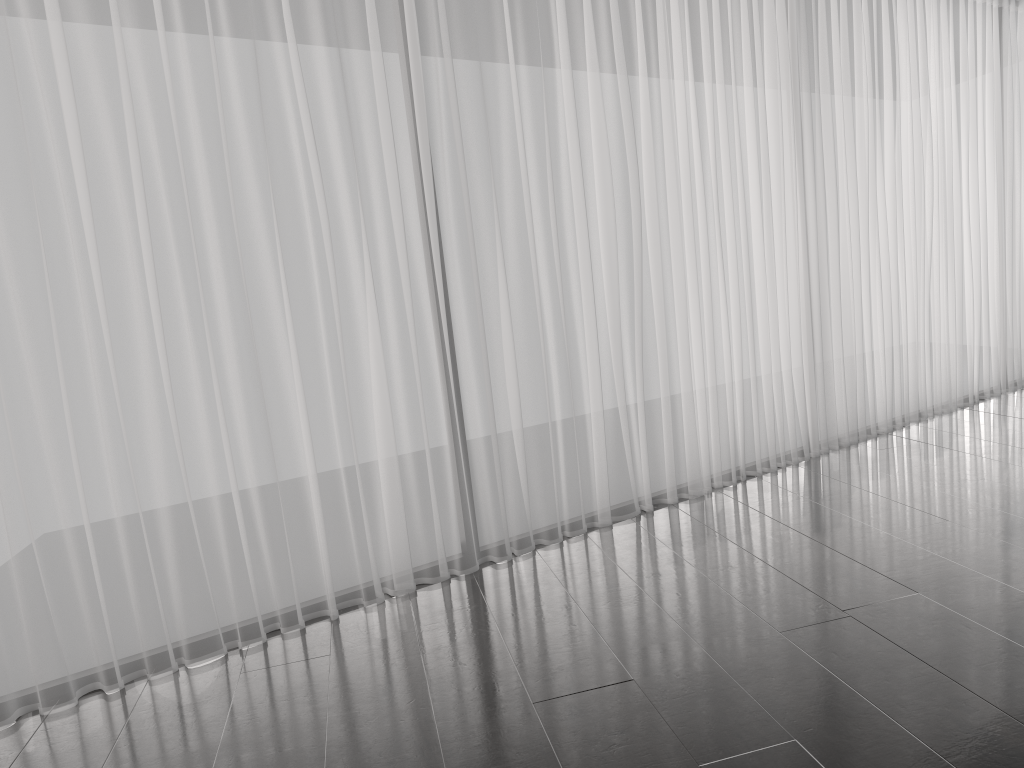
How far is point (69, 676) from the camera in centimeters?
283cm

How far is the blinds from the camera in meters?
2.8 m

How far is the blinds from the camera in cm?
283
